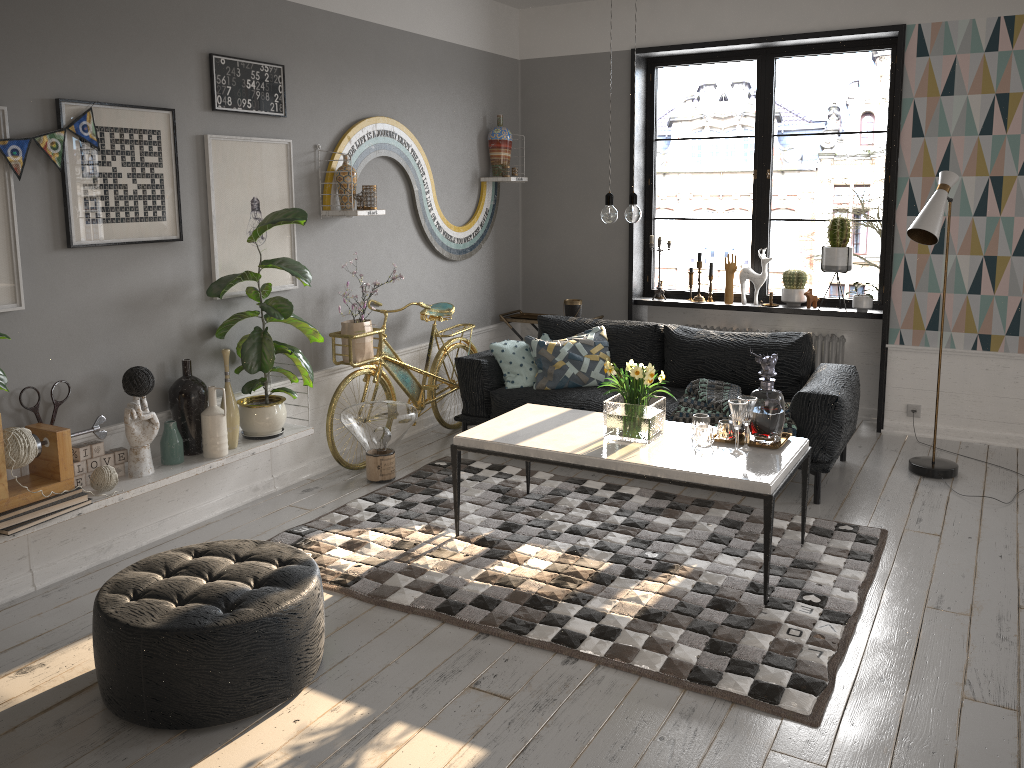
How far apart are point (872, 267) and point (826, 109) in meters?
6.4

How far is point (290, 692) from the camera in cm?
287

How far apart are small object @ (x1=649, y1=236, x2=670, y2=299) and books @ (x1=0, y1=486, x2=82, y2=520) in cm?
434

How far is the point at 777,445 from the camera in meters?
3.9 m

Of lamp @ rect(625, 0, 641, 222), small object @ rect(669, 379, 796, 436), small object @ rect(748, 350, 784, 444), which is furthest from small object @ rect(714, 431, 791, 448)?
lamp @ rect(625, 0, 641, 222)

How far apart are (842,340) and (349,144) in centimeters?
357cm

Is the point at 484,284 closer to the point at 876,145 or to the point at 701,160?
the point at 876,145

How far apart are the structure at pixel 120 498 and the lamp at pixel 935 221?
3.3 meters

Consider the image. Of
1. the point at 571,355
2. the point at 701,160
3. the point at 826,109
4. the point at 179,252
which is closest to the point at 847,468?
the point at 571,355

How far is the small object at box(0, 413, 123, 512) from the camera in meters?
3.3
